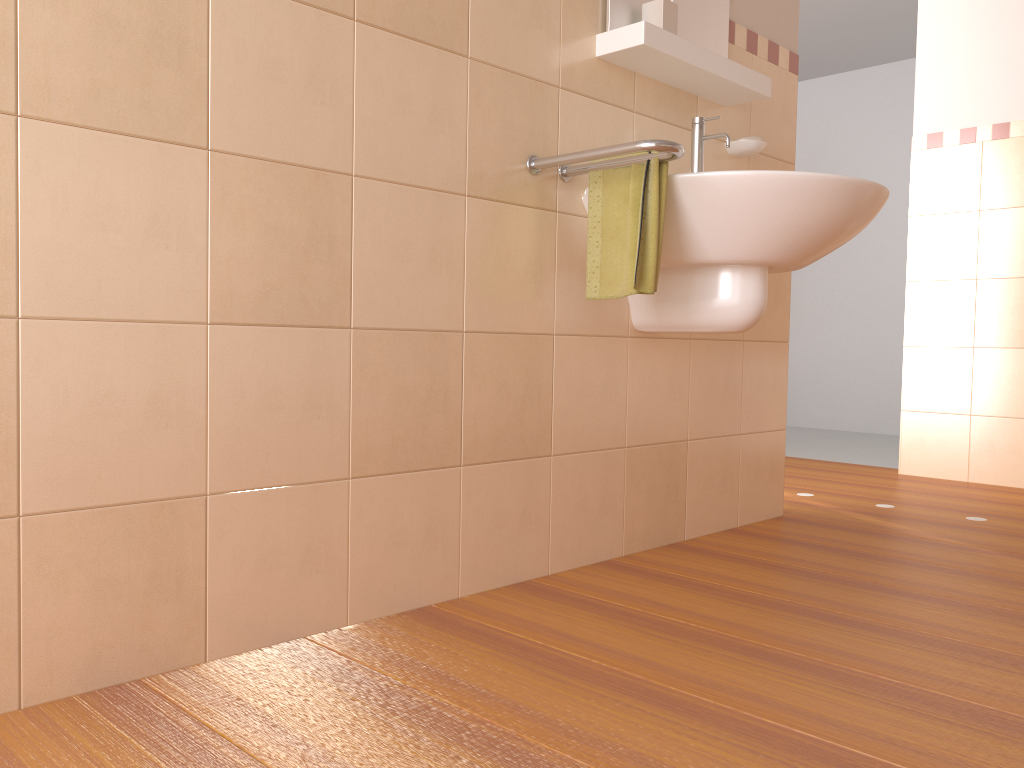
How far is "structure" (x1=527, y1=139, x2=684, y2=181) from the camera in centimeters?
166cm

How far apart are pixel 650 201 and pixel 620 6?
0.6m

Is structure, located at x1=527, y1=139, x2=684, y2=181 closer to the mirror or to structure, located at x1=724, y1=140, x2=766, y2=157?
the mirror

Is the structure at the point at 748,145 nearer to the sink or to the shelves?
the shelves

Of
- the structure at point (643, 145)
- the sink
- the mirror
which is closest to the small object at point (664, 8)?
the mirror

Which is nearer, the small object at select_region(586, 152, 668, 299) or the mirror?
the small object at select_region(586, 152, 668, 299)

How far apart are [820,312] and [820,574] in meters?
4.1 m

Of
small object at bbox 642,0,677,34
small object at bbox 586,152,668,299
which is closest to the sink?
small object at bbox 586,152,668,299

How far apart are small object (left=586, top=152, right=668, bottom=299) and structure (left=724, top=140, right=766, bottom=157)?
0.7 meters

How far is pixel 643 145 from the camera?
1.7 meters
